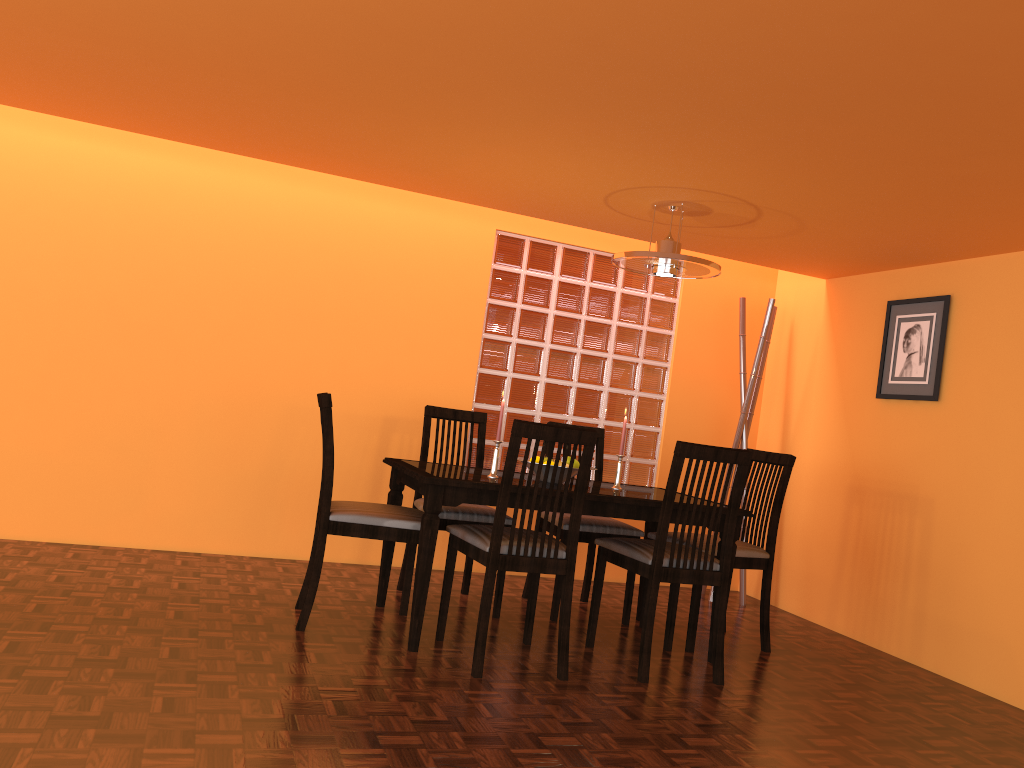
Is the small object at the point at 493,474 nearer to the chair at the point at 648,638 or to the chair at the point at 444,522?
the chair at the point at 444,522

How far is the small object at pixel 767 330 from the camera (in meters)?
4.50

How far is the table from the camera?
2.90m

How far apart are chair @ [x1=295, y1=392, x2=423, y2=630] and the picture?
2.2m

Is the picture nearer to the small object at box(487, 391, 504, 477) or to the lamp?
the lamp

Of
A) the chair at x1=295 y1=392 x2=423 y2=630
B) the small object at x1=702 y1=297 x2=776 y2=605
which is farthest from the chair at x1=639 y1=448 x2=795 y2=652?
the chair at x1=295 y1=392 x2=423 y2=630

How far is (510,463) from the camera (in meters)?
2.74

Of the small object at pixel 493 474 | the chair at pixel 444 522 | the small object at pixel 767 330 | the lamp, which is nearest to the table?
the small object at pixel 493 474

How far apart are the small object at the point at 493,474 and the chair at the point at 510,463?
0.3m

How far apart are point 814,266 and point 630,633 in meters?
2.0 m
